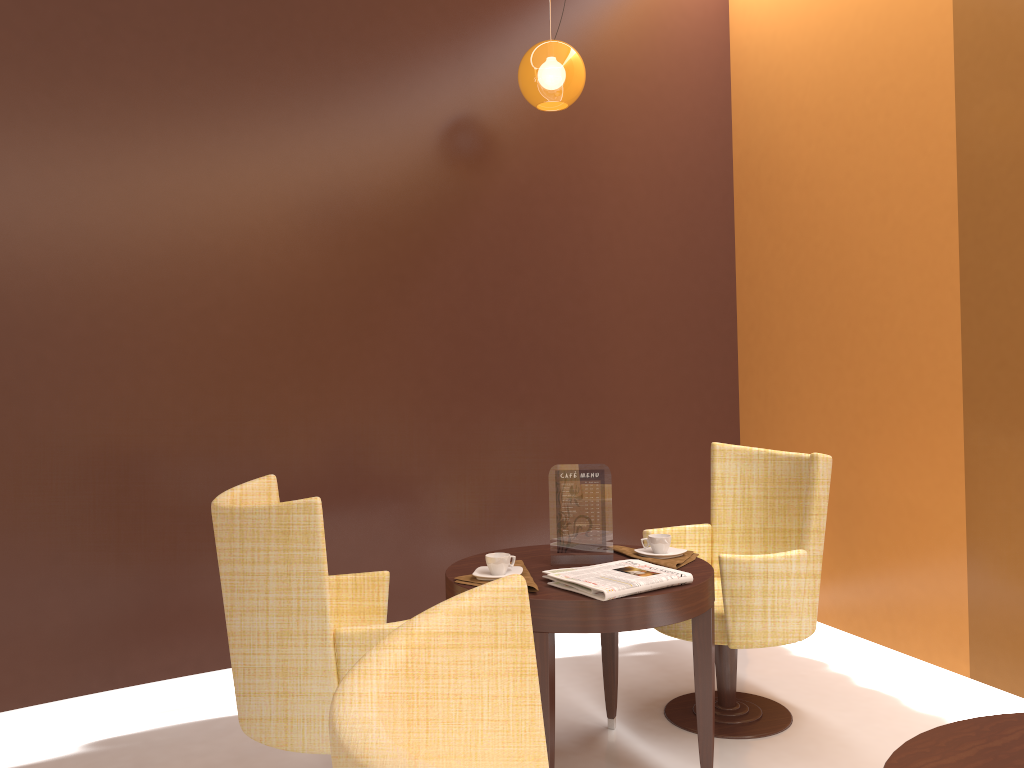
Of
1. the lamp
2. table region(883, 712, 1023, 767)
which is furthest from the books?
the lamp

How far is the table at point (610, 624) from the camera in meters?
2.5 m

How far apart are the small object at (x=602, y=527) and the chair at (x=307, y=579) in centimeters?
56cm

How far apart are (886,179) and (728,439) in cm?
164

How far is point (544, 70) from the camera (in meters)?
3.75

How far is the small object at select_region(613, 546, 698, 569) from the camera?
2.84m

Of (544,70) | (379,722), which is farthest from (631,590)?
(544,70)

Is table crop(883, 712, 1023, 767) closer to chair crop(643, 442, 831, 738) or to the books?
the books

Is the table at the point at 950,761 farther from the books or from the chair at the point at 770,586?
the chair at the point at 770,586

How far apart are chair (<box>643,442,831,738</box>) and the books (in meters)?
0.41
